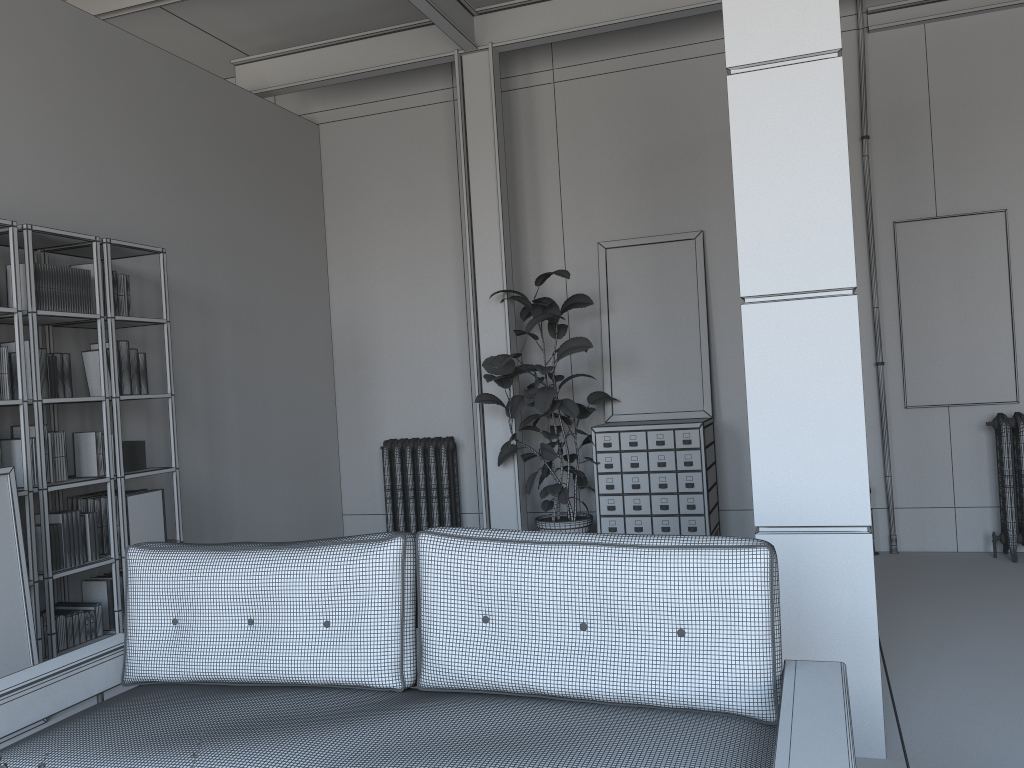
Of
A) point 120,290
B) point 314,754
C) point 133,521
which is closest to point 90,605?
point 133,521

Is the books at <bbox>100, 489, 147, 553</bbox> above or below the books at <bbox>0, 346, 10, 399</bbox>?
below

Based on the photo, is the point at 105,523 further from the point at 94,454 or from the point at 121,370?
the point at 121,370

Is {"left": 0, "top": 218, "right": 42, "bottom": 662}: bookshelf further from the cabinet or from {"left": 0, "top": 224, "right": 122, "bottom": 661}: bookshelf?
the cabinet

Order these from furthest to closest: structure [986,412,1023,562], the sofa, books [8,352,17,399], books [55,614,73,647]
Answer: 1. structure [986,412,1023,562]
2. books [55,614,73,647]
3. books [8,352,17,399]
4. the sofa

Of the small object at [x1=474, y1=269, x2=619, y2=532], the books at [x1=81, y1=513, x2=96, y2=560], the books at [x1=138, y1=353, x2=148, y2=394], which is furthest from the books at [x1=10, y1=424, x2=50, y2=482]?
the small object at [x1=474, y1=269, x2=619, y2=532]

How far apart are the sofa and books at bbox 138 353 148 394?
2.3m

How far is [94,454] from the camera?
4.8 meters

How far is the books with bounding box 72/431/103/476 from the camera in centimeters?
475cm

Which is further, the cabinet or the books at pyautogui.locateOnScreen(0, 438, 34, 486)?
the cabinet
